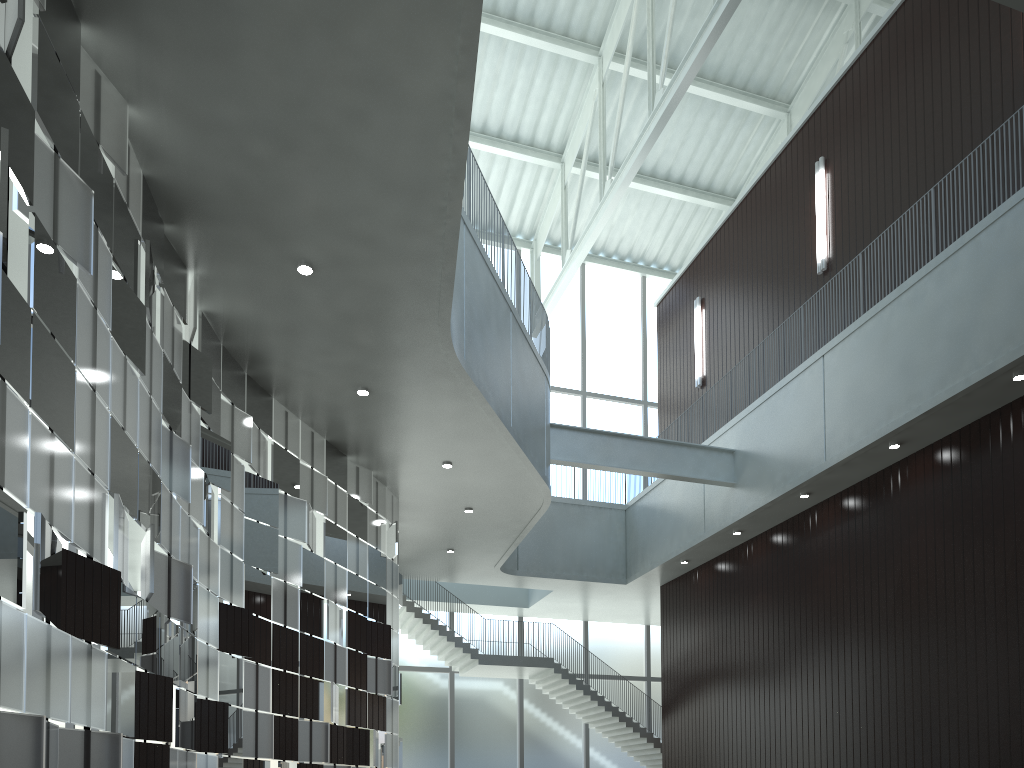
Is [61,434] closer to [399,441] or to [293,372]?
[293,372]
